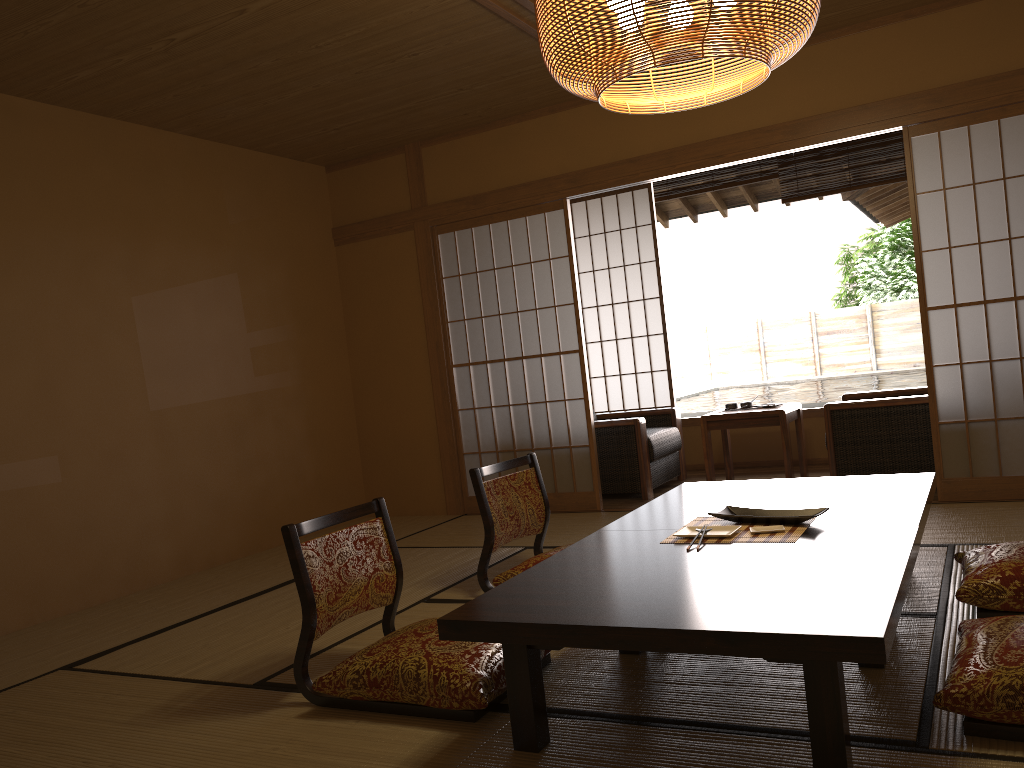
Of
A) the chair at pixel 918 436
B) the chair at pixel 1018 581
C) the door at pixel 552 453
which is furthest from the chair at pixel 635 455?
the chair at pixel 1018 581

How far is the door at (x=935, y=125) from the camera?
4.5 meters

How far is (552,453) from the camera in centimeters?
562cm

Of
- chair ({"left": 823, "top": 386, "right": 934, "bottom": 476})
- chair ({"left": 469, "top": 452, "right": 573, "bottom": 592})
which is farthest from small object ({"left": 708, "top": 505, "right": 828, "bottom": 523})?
chair ({"left": 823, "top": 386, "right": 934, "bottom": 476})

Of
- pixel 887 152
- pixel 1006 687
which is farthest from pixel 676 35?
pixel 887 152

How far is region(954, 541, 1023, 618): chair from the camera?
2.6m

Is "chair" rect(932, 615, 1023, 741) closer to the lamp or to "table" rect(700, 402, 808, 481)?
the lamp

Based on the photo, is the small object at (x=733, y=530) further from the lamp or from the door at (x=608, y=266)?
the door at (x=608, y=266)

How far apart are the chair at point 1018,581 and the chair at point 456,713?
1.26m

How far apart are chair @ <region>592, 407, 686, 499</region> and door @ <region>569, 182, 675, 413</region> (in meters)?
0.57
